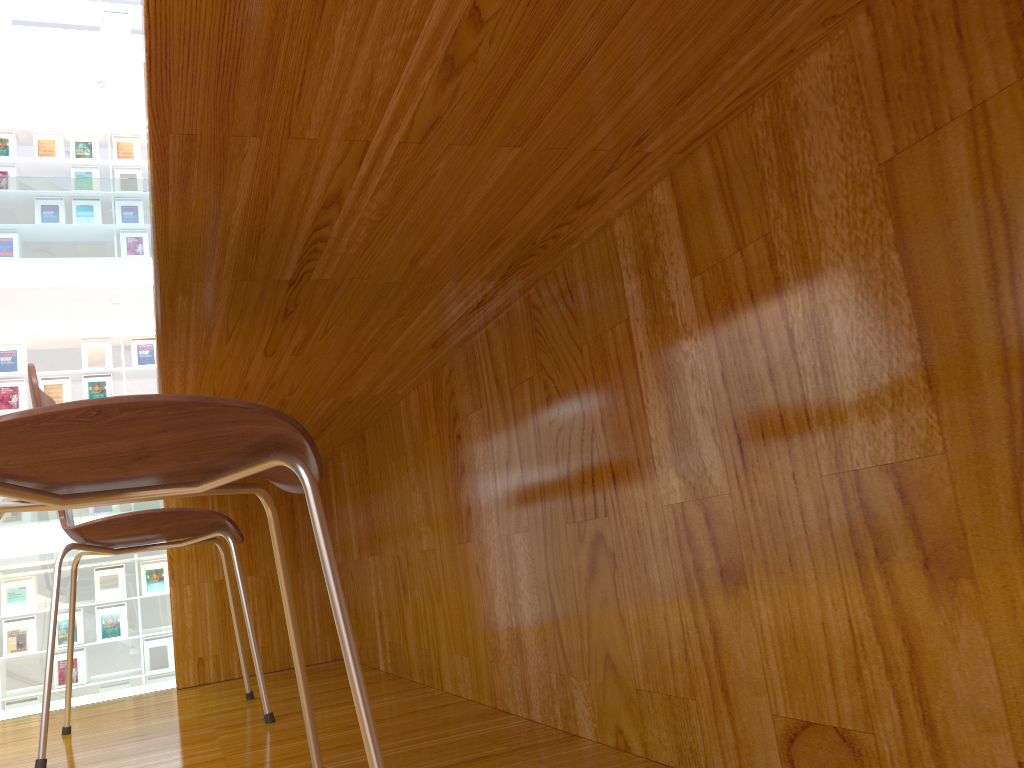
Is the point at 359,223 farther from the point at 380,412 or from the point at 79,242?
the point at 79,242

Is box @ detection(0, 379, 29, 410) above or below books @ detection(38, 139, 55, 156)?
below

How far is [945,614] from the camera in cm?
57

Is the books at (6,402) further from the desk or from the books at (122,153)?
the desk

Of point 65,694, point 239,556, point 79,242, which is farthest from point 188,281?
point 79,242

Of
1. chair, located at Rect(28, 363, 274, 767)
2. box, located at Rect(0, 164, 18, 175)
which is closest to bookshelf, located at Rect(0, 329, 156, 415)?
box, located at Rect(0, 164, 18, 175)

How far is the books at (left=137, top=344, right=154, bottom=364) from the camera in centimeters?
822cm

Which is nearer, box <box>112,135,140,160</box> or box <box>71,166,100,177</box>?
box <box>71,166,100,177</box>

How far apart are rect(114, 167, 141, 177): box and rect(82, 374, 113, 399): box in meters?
2.0 m

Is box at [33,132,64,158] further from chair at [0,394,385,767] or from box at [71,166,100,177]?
chair at [0,394,385,767]
